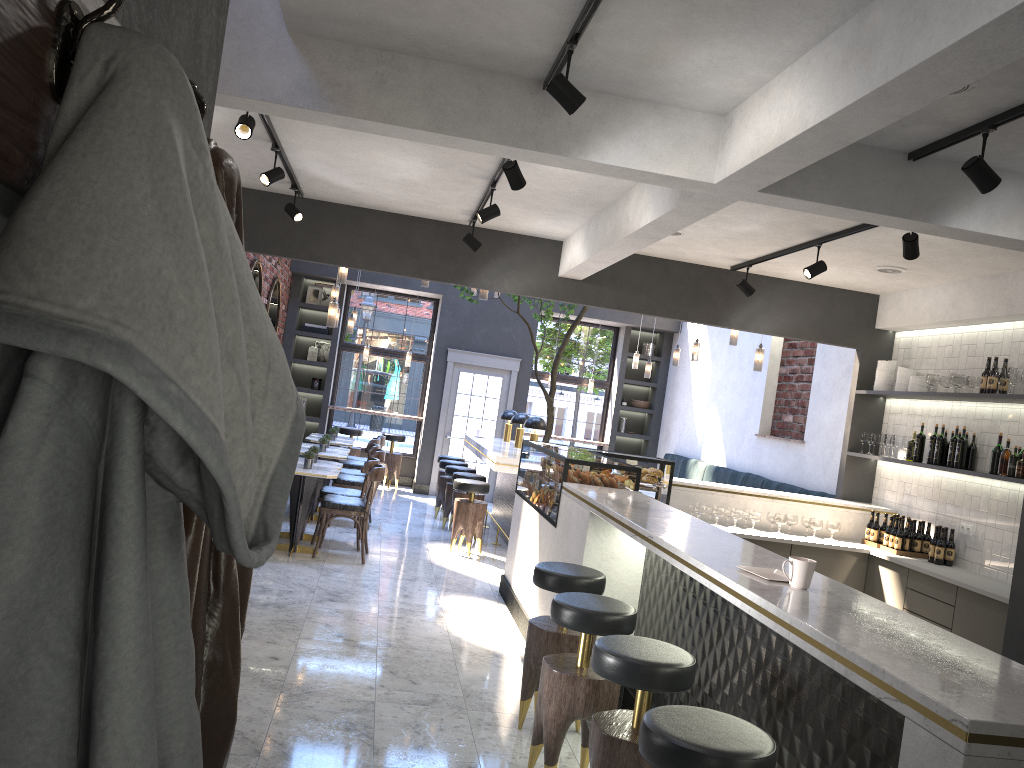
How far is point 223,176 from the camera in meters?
1.1

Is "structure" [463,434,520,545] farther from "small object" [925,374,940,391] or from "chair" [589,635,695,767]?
"chair" [589,635,695,767]

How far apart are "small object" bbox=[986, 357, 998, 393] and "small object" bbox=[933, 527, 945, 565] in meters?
1.2

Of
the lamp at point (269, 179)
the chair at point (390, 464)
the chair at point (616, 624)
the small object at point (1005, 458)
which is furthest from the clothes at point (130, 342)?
the chair at point (390, 464)

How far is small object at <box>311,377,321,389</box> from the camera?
13.5 meters

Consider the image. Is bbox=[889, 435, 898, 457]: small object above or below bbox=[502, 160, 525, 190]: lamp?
below

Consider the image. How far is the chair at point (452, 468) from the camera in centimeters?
1021cm

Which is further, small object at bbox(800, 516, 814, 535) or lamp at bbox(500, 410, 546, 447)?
lamp at bbox(500, 410, 546, 447)

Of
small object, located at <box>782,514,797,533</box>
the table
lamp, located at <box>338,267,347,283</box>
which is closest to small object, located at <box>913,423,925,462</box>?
small object, located at <box>782,514,797,533</box>

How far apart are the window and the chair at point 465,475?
4.5 meters
